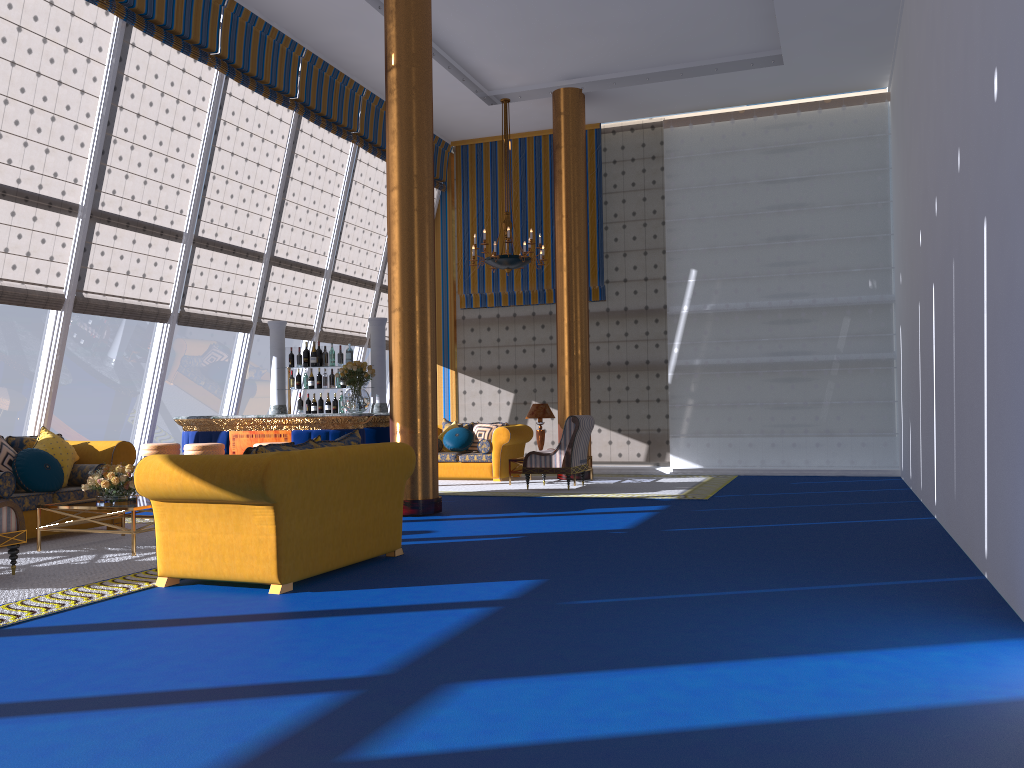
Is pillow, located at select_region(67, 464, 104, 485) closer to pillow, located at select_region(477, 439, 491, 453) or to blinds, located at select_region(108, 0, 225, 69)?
blinds, located at select_region(108, 0, 225, 69)

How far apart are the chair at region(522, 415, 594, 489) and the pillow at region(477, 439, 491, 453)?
1.6m

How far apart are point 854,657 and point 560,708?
1.4 meters

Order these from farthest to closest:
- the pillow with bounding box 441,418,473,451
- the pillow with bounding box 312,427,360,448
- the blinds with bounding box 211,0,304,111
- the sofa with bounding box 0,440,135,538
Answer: the pillow with bounding box 441,418,473,451, the blinds with bounding box 211,0,304,111, the sofa with bounding box 0,440,135,538, the pillow with bounding box 312,427,360,448

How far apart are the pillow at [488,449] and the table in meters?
6.1 m

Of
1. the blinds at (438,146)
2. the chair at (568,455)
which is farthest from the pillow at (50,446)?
the blinds at (438,146)

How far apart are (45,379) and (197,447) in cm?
180

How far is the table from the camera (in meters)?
5.06

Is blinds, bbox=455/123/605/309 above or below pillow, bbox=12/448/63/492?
above

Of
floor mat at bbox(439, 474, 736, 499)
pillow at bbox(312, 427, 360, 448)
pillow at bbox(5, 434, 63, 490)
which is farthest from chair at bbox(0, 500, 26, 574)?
floor mat at bbox(439, 474, 736, 499)
